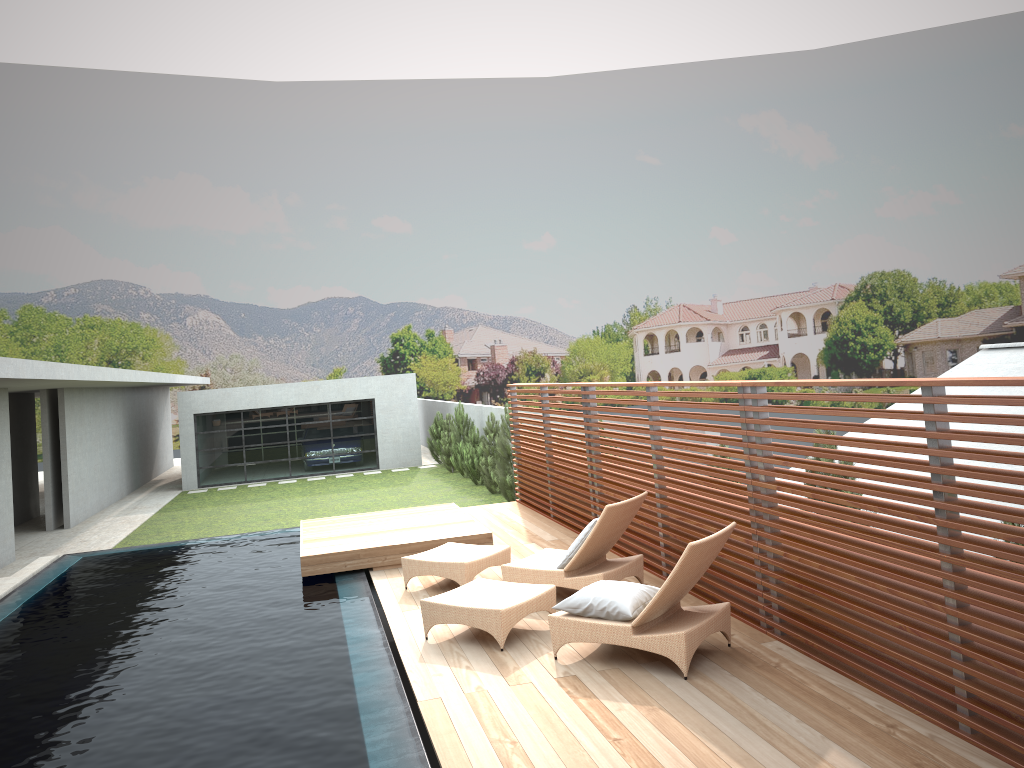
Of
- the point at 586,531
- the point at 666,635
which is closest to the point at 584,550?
the point at 586,531

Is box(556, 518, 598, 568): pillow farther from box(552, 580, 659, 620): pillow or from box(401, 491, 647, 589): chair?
box(552, 580, 659, 620): pillow

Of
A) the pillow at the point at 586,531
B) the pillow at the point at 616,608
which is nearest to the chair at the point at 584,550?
the pillow at the point at 586,531

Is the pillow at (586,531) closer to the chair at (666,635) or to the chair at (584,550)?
the chair at (584,550)

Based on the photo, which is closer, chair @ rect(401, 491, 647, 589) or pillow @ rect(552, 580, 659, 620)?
pillow @ rect(552, 580, 659, 620)

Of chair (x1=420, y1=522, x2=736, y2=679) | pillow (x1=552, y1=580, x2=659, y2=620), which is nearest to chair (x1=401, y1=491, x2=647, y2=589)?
chair (x1=420, y1=522, x2=736, y2=679)

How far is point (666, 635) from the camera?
5.6m

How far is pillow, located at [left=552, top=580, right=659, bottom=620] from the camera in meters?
5.8

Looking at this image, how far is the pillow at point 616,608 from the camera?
5.85m

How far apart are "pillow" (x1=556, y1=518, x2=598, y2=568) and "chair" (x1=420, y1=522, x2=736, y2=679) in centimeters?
57cm
